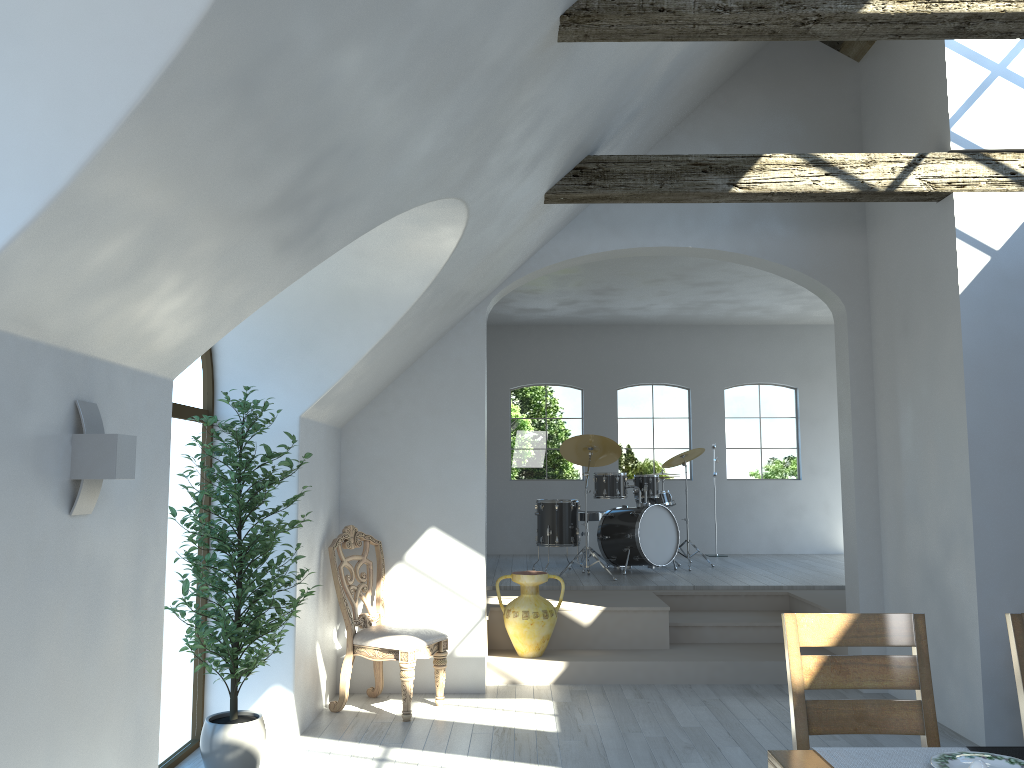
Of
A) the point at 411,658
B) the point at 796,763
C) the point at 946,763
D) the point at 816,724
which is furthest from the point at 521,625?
the point at 946,763

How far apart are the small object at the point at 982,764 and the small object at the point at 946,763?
0.2 meters

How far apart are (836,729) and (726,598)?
5.0m

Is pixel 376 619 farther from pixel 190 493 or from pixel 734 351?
pixel 734 351

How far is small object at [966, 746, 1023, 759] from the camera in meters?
2.3 m

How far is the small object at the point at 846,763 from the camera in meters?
2.2 m

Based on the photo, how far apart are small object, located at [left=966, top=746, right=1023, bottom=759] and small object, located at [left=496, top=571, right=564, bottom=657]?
4.3 meters

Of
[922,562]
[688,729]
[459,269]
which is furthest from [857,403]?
[459,269]

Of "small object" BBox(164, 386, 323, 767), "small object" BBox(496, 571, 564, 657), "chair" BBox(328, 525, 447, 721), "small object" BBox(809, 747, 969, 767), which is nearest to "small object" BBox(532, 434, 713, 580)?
"small object" BBox(496, 571, 564, 657)

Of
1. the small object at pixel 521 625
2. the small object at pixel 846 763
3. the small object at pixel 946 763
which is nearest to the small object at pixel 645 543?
the small object at pixel 521 625
